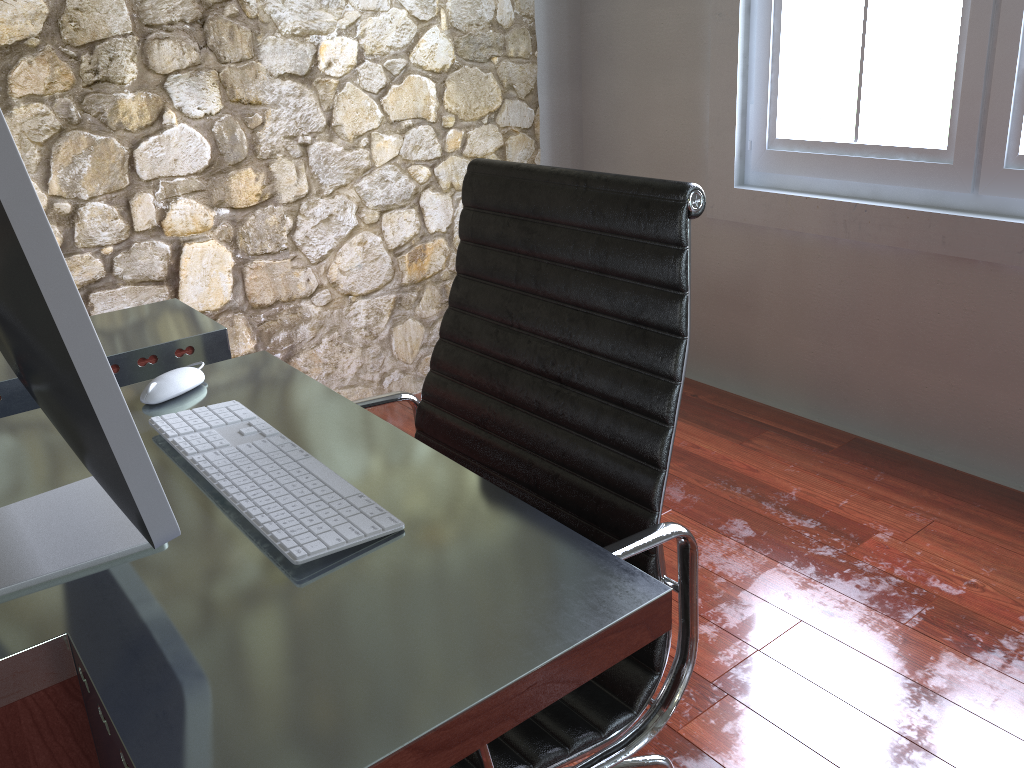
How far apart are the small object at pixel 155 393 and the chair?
0.2m

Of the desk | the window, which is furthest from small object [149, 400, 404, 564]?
the window

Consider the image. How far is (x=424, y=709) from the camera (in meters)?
0.65

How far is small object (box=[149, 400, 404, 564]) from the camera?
0.9 meters

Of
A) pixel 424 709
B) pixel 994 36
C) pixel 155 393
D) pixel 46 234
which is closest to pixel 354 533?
pixel 424 709

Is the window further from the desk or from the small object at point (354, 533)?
the small object at point (354, 533)

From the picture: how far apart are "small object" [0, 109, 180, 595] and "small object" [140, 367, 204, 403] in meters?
0.2 m

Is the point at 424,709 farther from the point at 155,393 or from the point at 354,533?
the point at 155,393

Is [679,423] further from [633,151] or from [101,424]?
[101,424]

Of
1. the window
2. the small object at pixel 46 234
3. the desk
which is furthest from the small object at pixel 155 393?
the window
